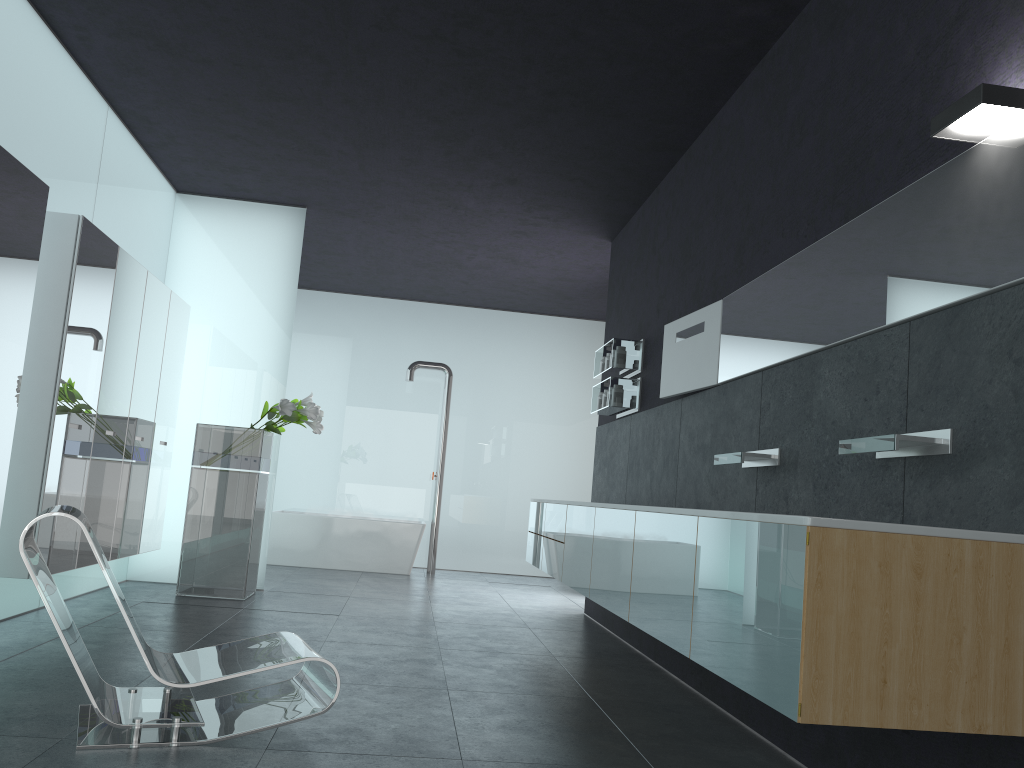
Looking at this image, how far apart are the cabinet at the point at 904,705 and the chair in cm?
135

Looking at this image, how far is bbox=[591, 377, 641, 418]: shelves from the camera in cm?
738

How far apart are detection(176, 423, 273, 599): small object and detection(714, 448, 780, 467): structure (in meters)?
4.48

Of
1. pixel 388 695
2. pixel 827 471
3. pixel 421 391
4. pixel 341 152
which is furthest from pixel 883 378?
pixel 421 391

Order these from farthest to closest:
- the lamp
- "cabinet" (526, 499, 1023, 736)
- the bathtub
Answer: the bathtub
the lamp
"cabinet" (526, 499, 1023, 736)

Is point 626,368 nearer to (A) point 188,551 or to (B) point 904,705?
(A) point 188,551

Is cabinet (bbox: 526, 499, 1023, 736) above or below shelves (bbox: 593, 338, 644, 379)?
below

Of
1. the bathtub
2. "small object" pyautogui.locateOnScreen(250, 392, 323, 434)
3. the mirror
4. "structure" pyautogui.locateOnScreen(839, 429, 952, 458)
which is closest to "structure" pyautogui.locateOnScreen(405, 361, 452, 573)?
the bathtub

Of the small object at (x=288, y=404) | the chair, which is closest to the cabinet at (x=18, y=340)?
the small object at (x=288, y=404)

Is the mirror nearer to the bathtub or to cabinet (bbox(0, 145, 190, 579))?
cabinet (bbox(0, 145, 190, 579))
